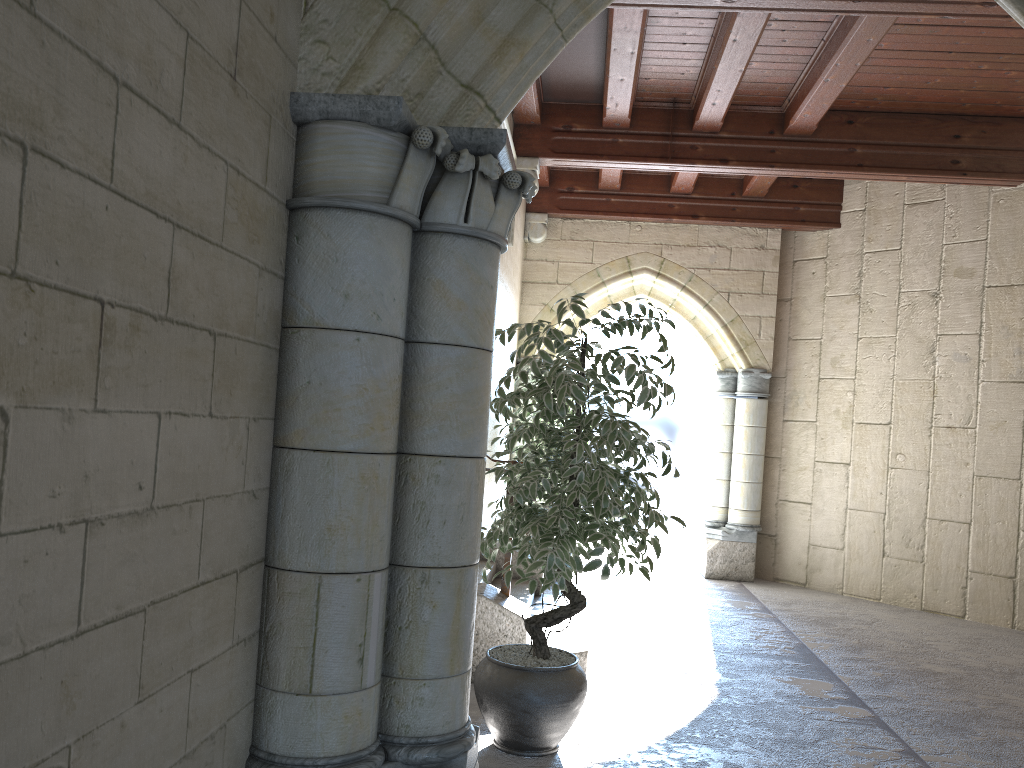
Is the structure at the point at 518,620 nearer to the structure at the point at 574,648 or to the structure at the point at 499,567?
the structure at the point at 574,648

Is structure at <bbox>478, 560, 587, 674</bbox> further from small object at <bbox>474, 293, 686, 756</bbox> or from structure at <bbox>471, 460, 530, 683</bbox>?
small object at <bbox>474, 293, 686, 756</bbox>

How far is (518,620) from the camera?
3.8m

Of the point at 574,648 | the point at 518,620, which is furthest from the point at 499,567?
the point at 518,620

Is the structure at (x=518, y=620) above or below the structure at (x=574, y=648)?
above

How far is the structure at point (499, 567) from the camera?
5.42m

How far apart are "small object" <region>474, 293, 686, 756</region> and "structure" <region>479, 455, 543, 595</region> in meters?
2.0 m

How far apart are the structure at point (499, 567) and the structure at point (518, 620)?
1.5m

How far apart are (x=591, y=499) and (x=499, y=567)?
2.6 meters

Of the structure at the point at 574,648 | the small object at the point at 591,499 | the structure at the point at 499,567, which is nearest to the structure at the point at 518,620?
the structure at the point at 574,648
